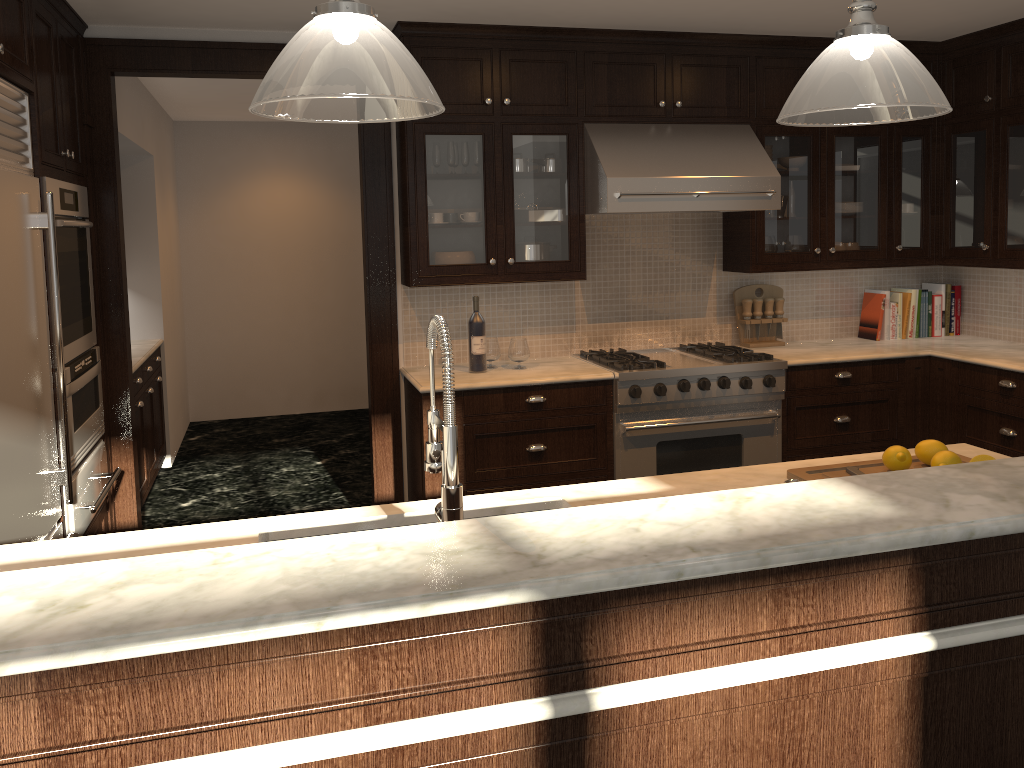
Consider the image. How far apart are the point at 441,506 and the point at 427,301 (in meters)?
2.84

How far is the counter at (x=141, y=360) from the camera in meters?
5.1

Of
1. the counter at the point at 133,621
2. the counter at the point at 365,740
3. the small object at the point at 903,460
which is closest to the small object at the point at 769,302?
the counter at the point at 365,740

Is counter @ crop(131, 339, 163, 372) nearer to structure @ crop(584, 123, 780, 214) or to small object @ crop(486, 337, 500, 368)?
small object @ crop(486, 337, 500, 368)

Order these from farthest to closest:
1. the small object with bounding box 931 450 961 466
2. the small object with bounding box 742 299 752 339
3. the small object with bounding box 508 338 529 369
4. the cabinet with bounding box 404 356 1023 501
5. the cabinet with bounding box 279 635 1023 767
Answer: the small object with bounding box 742 299 752 339, the small object with bounding box 508 338 529 369, the cabinet with bounding box 404 356 1023 501, the small object with bounding box 931 450 961 466, the cabinet with bounding box 279 635 1023 767

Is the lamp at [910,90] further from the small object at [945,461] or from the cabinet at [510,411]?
the cabinet at [510,411]

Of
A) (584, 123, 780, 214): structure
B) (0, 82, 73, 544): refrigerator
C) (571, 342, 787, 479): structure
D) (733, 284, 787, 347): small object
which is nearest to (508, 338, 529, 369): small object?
(571, 342, 787, 479): structure

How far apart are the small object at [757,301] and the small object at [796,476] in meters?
2.5

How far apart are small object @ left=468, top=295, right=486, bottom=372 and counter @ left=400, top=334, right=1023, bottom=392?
0.0m

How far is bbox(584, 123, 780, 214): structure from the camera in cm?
415
